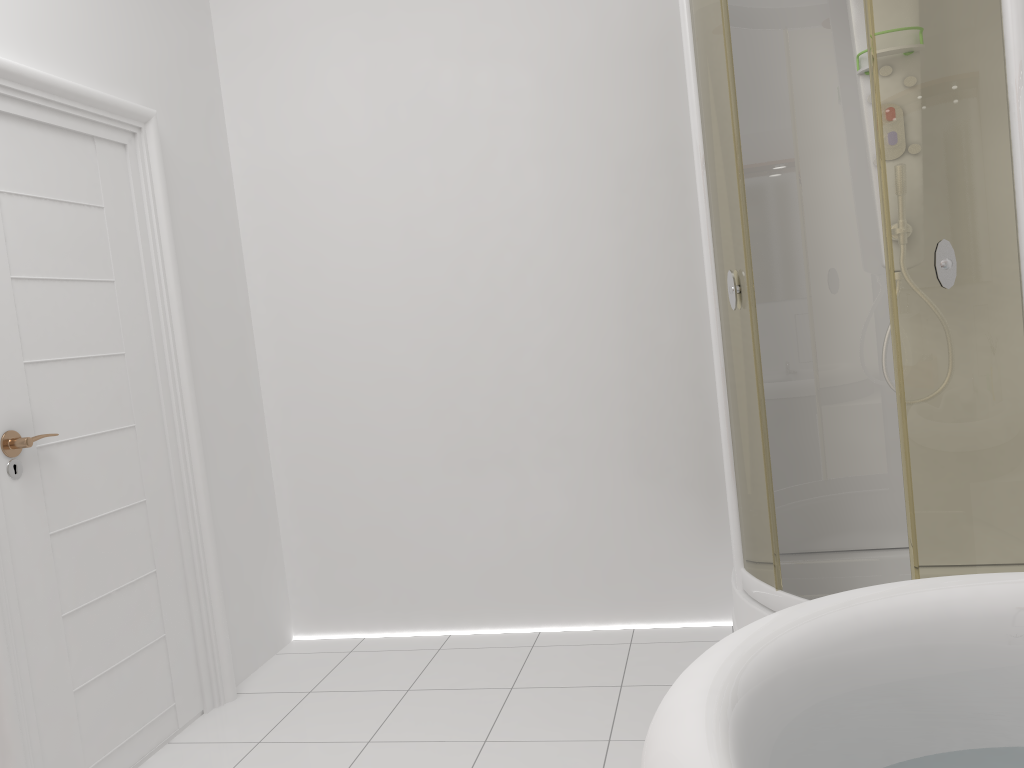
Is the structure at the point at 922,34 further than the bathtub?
Yes

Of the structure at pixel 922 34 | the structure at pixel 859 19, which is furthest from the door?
the structure at pixel 859 19

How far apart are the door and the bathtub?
1.61m

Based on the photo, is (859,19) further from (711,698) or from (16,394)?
(16,394)

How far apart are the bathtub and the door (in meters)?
1.61

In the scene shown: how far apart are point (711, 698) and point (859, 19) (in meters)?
2.24

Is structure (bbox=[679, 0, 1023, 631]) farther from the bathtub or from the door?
the door

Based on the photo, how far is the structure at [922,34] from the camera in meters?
1.9

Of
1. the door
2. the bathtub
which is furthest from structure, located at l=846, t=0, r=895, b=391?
the door

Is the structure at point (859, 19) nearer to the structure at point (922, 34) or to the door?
the structure at point (922, 34)
